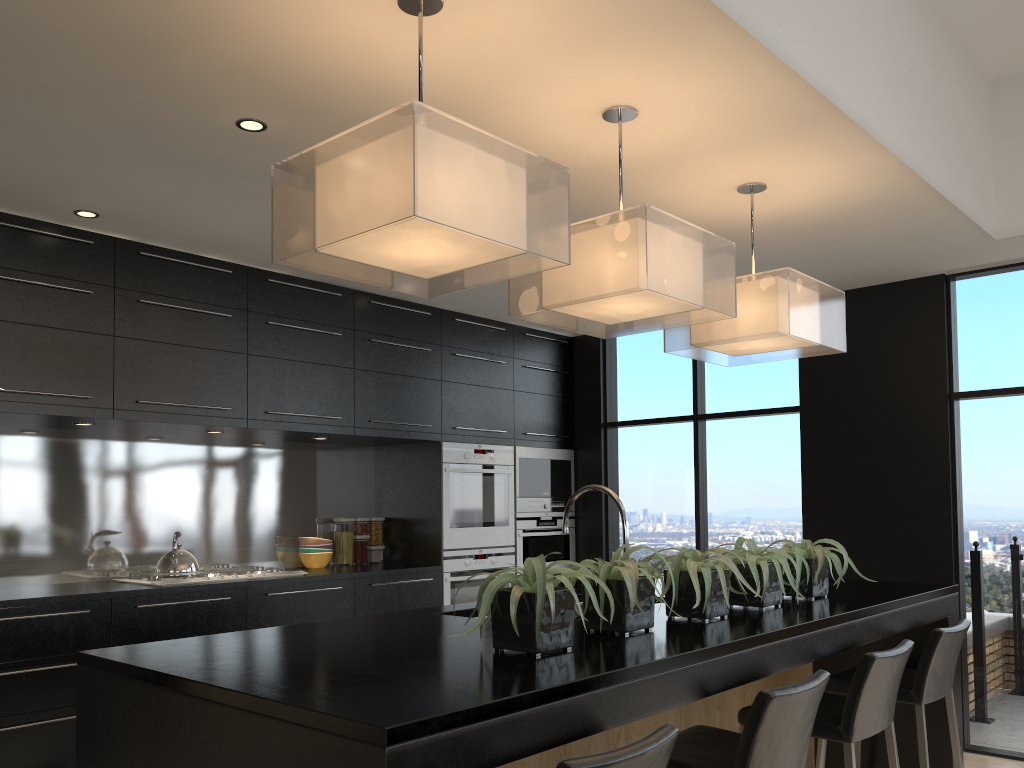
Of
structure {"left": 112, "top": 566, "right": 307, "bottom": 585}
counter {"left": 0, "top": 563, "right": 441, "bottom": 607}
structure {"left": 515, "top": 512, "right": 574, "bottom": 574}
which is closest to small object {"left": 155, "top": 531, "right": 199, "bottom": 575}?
structure {"left": 112, "top": 566, "right": 307, "bottom": 585}

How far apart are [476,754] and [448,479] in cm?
431

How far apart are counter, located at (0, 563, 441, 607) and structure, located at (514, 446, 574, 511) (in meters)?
0.89

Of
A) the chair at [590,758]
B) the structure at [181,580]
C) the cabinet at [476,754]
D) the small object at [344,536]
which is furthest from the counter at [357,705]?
the small object at [344,536]

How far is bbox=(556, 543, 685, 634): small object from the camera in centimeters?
228cm

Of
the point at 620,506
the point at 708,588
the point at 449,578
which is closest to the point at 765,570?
the point at 708,588

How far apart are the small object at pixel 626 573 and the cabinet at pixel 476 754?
0.2m

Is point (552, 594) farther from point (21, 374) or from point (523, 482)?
point (523, 482)

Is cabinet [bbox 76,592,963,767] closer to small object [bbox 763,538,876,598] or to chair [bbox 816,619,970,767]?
chair [bbox 816,619,970,767]

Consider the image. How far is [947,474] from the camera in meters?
5.0
